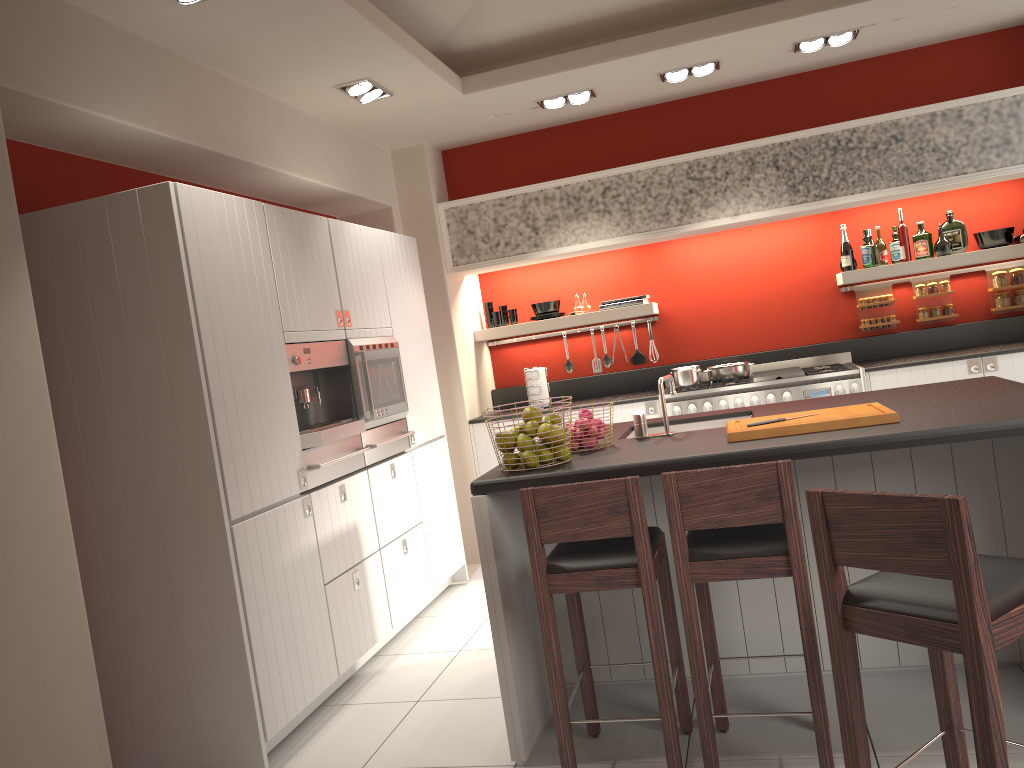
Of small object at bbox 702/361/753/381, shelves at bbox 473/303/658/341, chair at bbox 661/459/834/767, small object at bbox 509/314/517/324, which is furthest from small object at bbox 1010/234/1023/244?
chair at bbox 661/459/834/767

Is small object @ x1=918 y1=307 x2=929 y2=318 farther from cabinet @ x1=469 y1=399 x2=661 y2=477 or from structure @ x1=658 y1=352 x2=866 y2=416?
cabinet @ x1=469 y1=399 x2=661 y2=477

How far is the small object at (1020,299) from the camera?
5.99m

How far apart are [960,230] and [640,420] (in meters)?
3.66

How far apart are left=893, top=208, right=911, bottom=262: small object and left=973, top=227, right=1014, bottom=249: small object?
0.5 meters

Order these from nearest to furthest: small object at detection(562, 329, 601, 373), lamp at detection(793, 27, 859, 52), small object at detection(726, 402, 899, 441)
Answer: small object at detection(726, 402, 899, 441), lamp at detection(793, 27, 859, 52), small object at detection(562, 329, 601, 373)

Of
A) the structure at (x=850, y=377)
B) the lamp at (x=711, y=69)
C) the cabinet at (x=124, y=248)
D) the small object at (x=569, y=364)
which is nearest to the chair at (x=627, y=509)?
the cabinet at (x=124, y=248)

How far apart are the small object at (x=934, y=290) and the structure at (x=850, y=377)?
0.70m

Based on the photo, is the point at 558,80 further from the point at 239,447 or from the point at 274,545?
the point at 274,545

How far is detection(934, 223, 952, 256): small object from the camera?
5.9 meters
